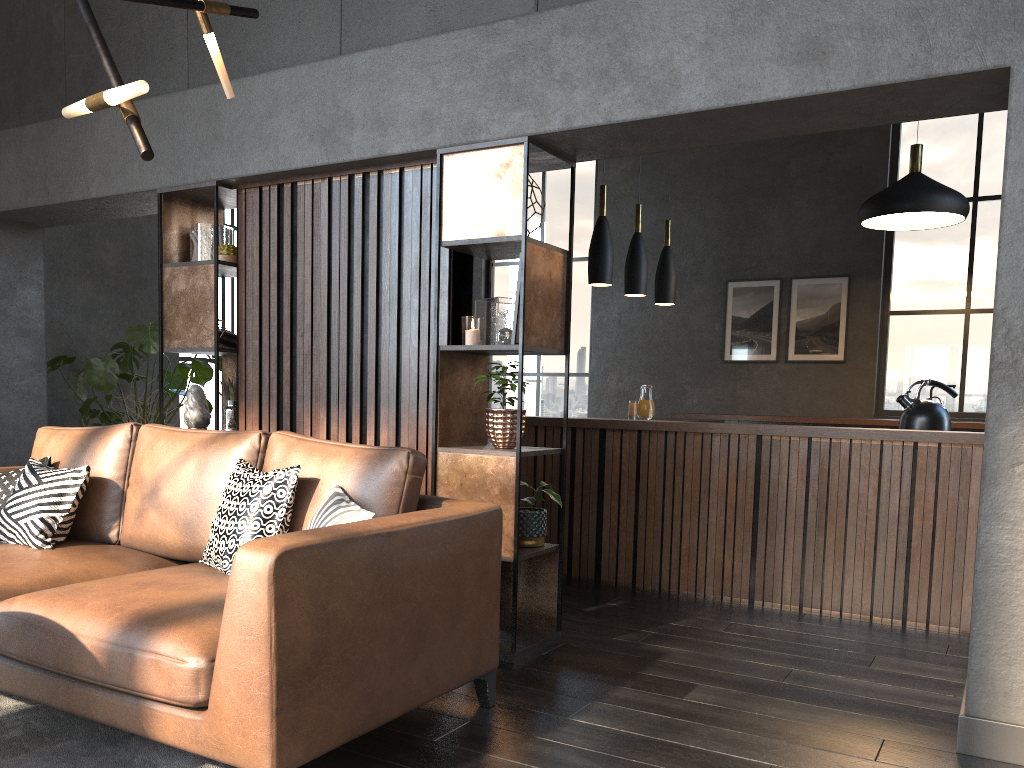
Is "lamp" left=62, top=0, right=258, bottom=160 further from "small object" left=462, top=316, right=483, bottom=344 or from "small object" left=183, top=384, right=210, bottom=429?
"small object" left=183, top=384, right=210, bottom=429

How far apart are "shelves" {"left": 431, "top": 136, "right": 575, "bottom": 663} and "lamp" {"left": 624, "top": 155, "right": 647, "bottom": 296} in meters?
2.4 m

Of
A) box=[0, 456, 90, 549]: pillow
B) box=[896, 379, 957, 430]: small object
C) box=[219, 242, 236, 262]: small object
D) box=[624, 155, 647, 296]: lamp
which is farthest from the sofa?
box=[624, 155, 647, 296]: lamp

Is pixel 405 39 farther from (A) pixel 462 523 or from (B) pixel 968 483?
(B) pixel 968 483

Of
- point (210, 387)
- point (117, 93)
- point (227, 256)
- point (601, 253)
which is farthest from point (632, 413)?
point (210, 387)

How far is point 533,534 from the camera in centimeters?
368cm

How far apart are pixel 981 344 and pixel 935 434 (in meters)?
4.72

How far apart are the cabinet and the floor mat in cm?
295

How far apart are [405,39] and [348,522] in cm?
235

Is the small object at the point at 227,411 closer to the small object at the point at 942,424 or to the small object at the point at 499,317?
the small object at the point at 499,317
